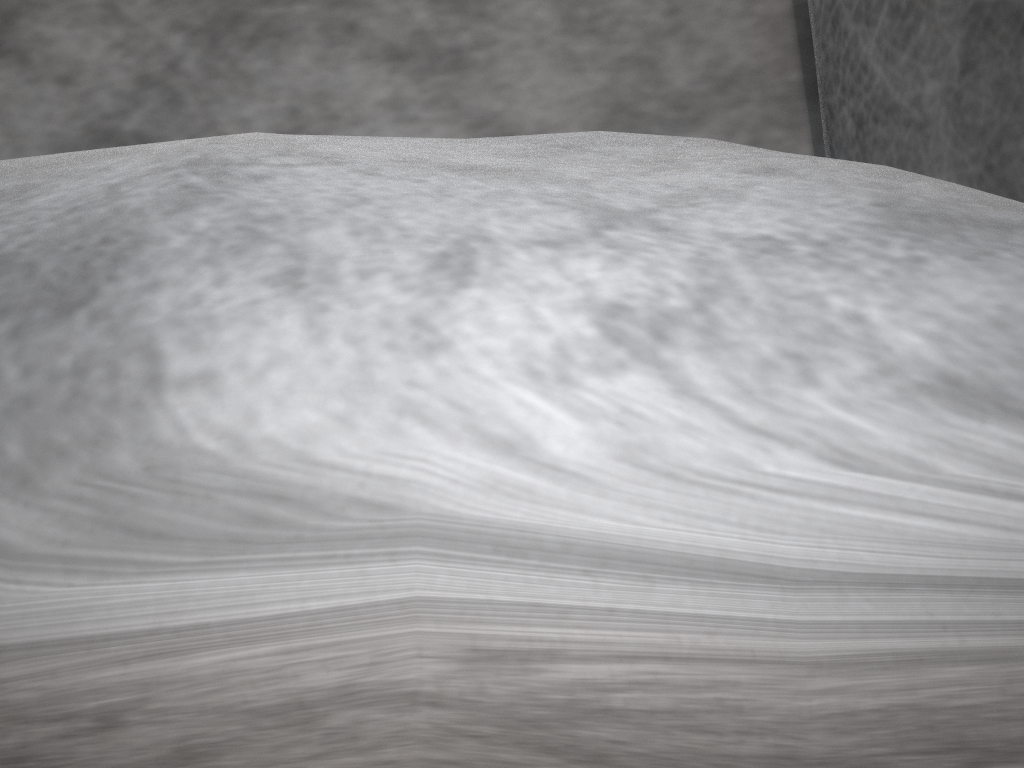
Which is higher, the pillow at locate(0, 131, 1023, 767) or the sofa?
the pillow at locate(0, 131, 1023, 767)

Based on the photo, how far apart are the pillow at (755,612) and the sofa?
0.1m

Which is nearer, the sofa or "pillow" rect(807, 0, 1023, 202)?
"pillow" rect(807, 0, 1023, 202)

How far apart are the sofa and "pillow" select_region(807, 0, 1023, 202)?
0.02m

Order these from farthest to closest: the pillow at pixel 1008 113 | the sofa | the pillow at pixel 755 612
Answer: the sofa, the pillow at pixel 1008 113, the pillow at pixel 755 612

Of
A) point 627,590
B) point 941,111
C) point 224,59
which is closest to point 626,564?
point 627,590

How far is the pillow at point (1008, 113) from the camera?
0.3m

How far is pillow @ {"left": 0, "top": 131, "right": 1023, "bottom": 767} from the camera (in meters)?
0.13

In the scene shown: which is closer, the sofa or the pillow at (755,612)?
the pillow at (755,612)

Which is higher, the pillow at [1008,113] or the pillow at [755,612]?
the pillow at [755,612]
